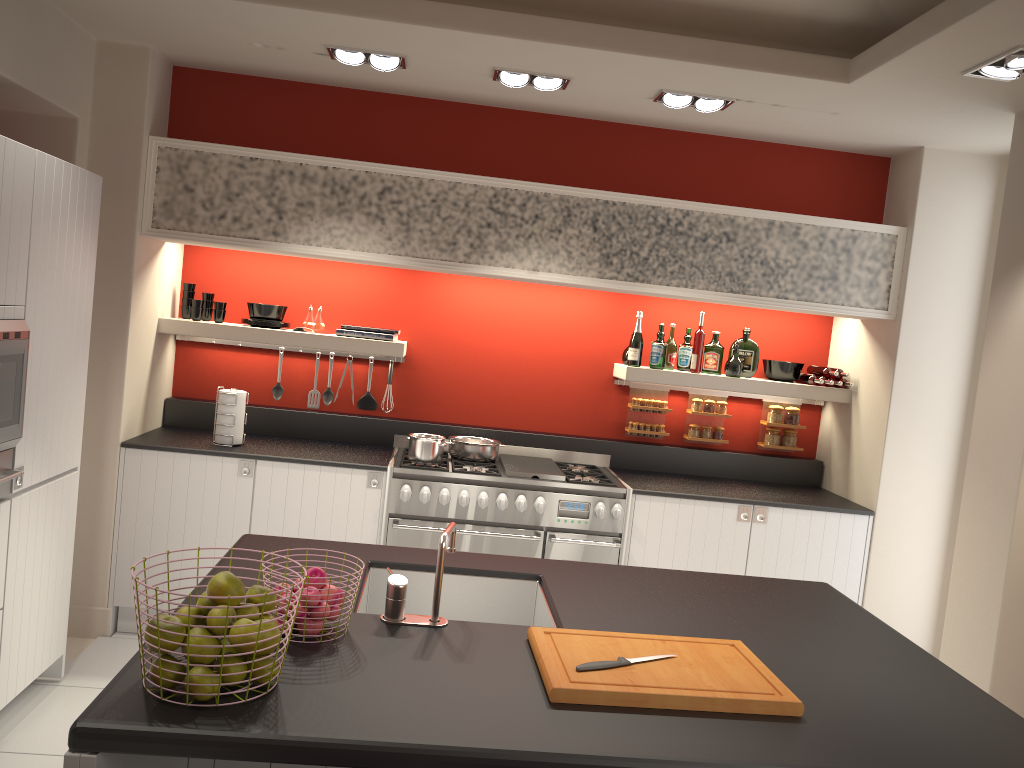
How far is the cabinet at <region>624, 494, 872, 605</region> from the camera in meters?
4.8 m

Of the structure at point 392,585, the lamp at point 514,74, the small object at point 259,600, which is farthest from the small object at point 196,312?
the small object at point 259,600

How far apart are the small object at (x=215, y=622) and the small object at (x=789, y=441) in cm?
438

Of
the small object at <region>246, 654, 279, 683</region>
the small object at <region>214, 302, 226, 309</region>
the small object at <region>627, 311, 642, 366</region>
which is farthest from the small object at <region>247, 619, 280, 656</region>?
the small object at <region>627, 311, 642, 366</region>

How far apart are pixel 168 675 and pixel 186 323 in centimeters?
355cm

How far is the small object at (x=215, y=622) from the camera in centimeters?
175cm

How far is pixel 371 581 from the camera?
2.8 meters

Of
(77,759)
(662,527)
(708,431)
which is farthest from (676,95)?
(77,759)

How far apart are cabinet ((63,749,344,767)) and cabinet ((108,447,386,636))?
2.4m

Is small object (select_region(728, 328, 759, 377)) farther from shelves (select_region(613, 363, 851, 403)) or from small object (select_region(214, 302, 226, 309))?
small object (select_region(214, 302, 226, 309))
